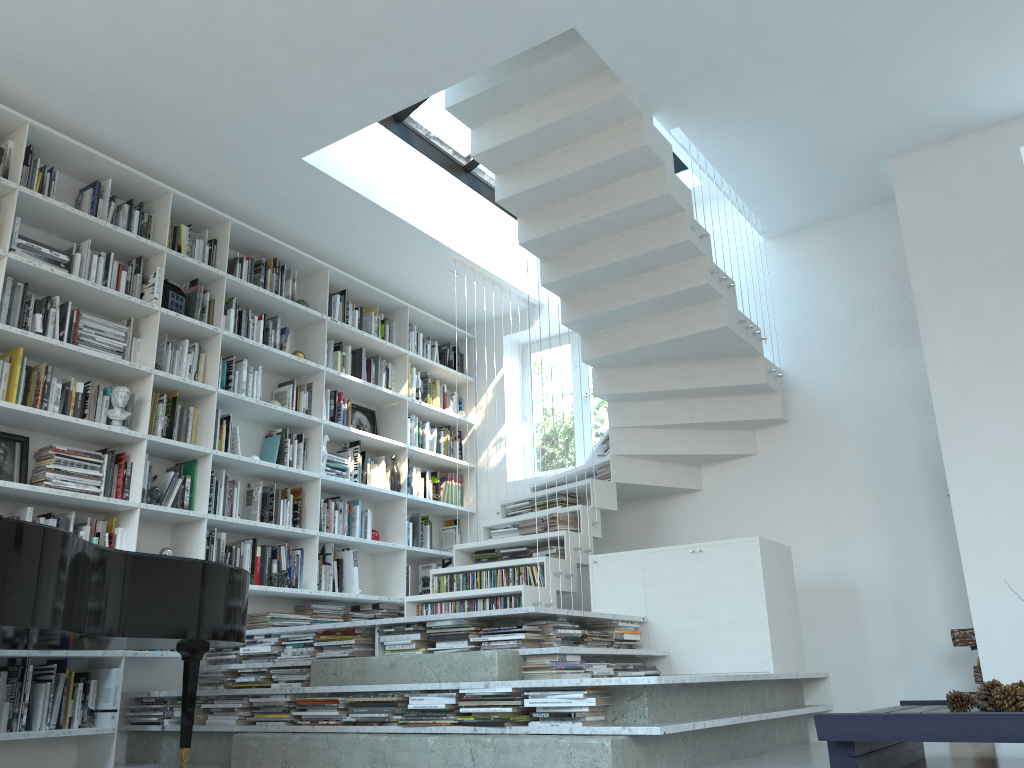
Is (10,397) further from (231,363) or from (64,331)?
(231,363)

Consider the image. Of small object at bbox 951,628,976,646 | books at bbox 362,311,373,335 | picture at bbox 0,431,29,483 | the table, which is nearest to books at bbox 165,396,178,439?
picture at bbox 0,431,29,483

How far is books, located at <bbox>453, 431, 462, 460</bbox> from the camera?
7.22m

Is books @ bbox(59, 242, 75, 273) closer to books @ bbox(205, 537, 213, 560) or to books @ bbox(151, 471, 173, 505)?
books @ bbox(151, 471, 173, 505)

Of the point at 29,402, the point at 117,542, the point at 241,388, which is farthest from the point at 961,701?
the point at 29,402

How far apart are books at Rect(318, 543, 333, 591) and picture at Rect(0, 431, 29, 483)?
2.0 meters

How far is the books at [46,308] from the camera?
4.5 meters

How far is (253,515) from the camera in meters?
5.4 m

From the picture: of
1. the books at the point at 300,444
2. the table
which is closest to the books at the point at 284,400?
the books at the point at 300,444

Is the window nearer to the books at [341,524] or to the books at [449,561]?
the books at [449,561]
